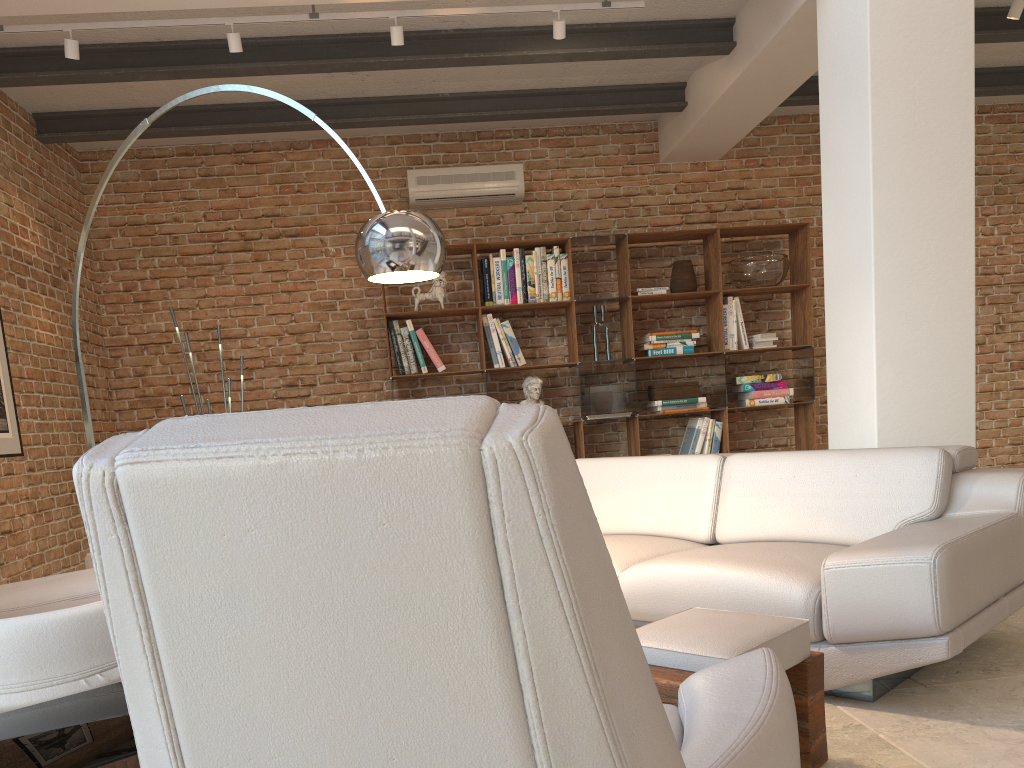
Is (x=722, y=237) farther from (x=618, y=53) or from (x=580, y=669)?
(x=580, y=669)

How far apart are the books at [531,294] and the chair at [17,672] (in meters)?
3.69

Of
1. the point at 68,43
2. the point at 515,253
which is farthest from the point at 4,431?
the point at 515,253

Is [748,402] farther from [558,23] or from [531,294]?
[558,23]

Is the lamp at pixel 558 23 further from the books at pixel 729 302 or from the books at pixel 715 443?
the books at pixel 715 443

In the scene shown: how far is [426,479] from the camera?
0.72m

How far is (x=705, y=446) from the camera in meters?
6.4

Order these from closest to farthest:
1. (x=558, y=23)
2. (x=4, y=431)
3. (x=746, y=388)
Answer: (x=558, y=23)
(x=4, y=431)
(x=746, y=388)

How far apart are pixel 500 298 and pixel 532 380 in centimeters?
63cm

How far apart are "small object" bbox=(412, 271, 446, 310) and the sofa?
2.35m
